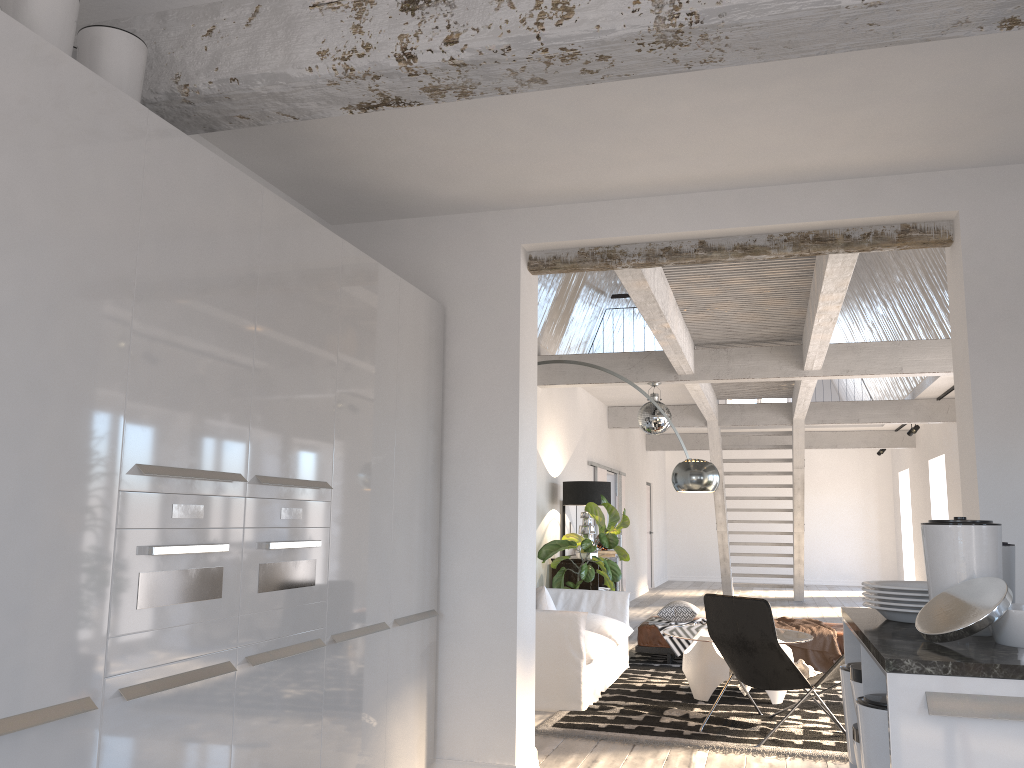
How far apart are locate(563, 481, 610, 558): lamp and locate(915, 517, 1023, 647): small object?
7.06m

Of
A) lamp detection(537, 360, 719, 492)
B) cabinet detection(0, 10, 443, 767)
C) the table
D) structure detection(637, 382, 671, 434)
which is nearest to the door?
structure detection(637, 382, 671, 434)

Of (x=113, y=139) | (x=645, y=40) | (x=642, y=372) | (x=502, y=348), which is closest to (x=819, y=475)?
(x=642, y=372)

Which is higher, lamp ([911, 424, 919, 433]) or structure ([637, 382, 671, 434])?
lamp ([911, 424, 919, 433])

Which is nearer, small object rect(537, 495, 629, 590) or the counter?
the counter

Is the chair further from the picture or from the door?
the door

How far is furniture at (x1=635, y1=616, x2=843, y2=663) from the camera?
8.00m

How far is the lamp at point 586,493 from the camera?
9.36m

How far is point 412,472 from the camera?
4.2 meters

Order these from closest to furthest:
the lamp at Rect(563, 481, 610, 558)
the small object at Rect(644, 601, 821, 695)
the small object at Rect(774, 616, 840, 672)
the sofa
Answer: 1. the small object at Rect(644, 601, 821, 695)
2. the sofa
3. the small object at Rect(774, 616, 840, 672)
4. the lamp at Rect(563, 481, 610, 558)
